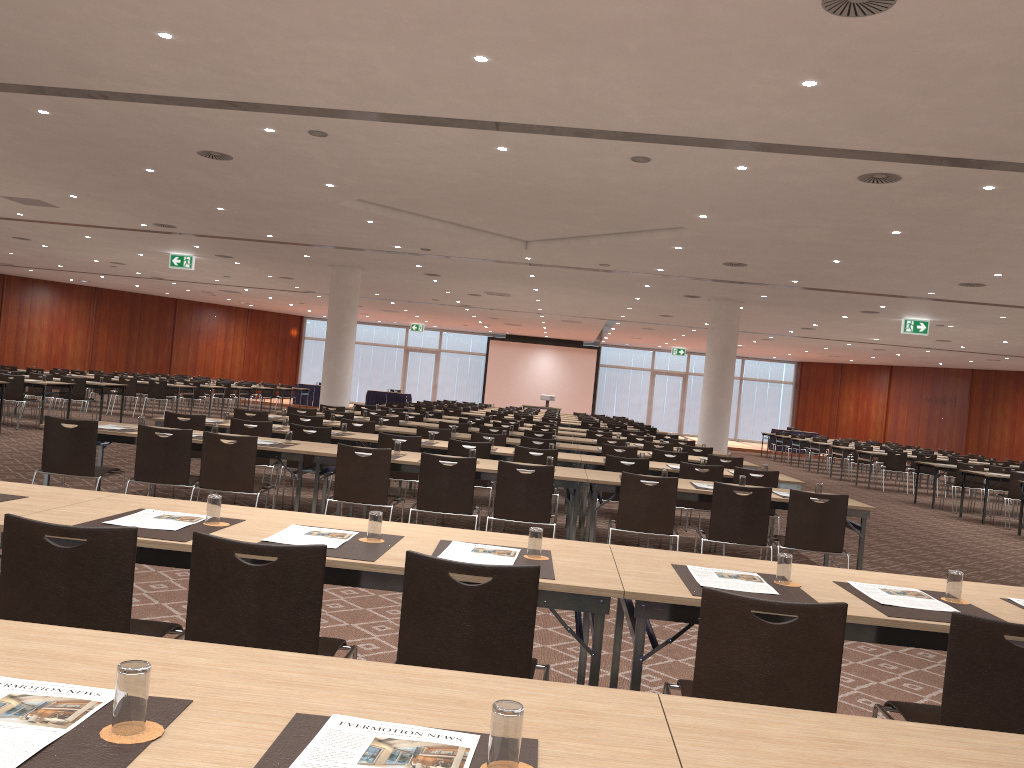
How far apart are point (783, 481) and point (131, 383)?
16.59m

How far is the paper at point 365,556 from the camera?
3.2m

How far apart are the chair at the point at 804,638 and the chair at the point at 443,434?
7.9 meters

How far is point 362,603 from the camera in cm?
579

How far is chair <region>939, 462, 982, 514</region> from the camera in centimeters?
1629cm

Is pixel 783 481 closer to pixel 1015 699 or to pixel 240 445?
pixel 240 445

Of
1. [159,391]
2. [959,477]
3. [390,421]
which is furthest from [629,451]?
[159,391]

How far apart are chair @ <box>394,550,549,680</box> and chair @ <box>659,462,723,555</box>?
5.8m

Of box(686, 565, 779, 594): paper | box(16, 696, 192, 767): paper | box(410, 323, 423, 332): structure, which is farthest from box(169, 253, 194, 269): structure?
box(16, 696, 192, 767): paper

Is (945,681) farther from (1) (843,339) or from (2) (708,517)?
(1) (843,339)
